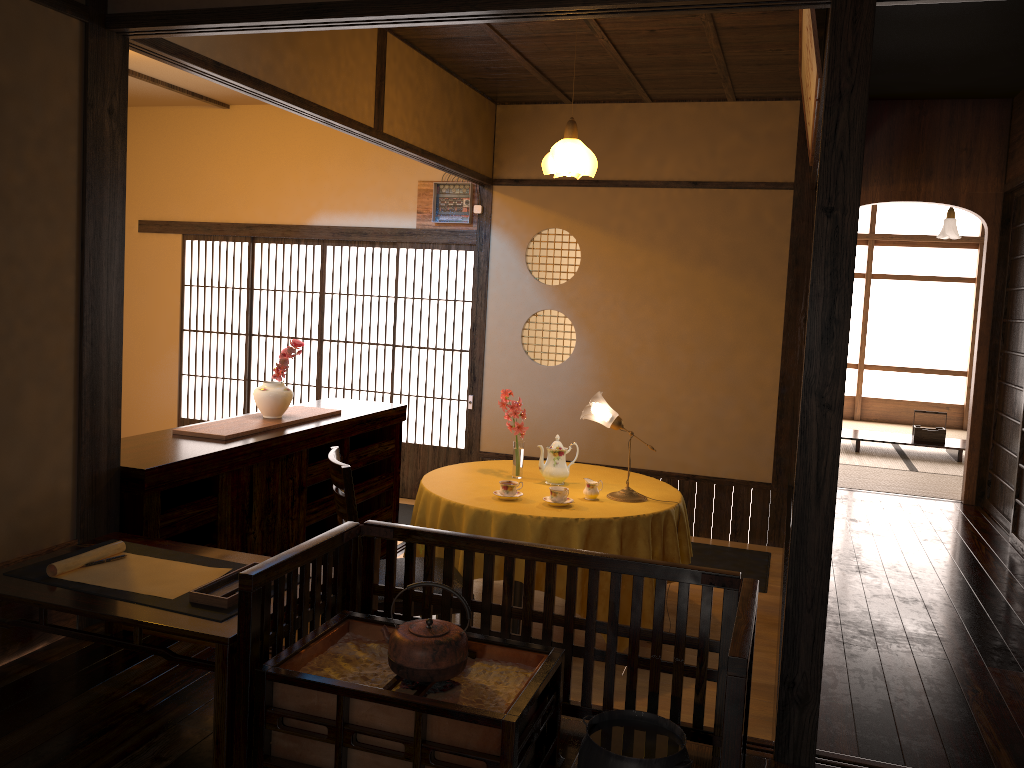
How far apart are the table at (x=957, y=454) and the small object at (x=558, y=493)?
4.5m

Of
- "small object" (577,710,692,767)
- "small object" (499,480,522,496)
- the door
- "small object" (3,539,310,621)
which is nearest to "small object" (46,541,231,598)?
"small object" (3,539,310,621)

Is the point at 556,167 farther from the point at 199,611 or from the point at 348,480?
the point at 199,611

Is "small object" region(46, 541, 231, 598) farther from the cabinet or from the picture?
the picture

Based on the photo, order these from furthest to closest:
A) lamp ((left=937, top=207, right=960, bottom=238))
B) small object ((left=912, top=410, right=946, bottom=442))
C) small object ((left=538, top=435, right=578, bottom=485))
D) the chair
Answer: lamp ((left=937, top=207, right=960, bottom=238)) < small object ((left=912, top=410, right=946, bottom=442)) < small object ((left=538, top=435, right=578, bottom=485)) < the chair

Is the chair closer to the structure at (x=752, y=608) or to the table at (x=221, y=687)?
the table at (x=221, y=687)

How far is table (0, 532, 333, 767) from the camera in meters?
2.2 m

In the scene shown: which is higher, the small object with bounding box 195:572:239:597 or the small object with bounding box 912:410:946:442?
the small object with bounding box 195:572:239:597

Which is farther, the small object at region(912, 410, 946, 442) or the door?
the small object at region(912, 410, 946, 442)

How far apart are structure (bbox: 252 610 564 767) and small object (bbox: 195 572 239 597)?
0.3m
